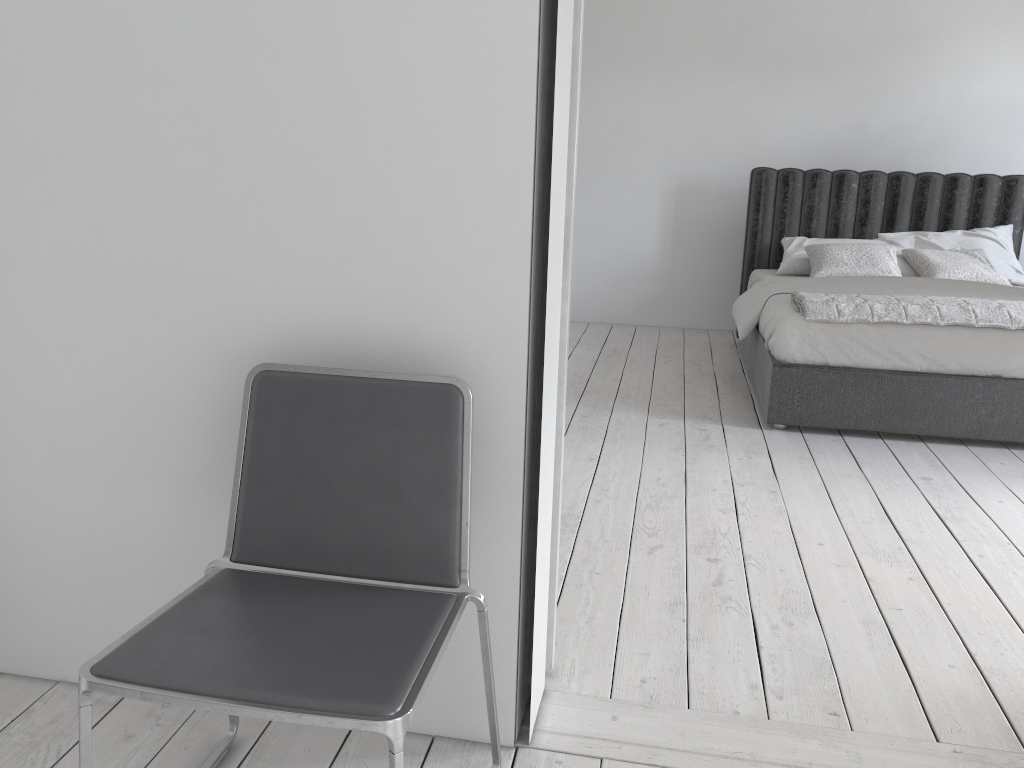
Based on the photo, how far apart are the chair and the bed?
2.67m

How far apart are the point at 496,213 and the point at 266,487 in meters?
0.6

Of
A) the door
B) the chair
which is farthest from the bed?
the chair

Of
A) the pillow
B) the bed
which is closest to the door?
the bed

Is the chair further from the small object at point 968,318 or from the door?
the small object at point 968,318

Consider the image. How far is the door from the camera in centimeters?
172cm

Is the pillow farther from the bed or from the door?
the door

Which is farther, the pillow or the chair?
the pillow

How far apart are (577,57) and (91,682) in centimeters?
136cm

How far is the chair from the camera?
1.2m
